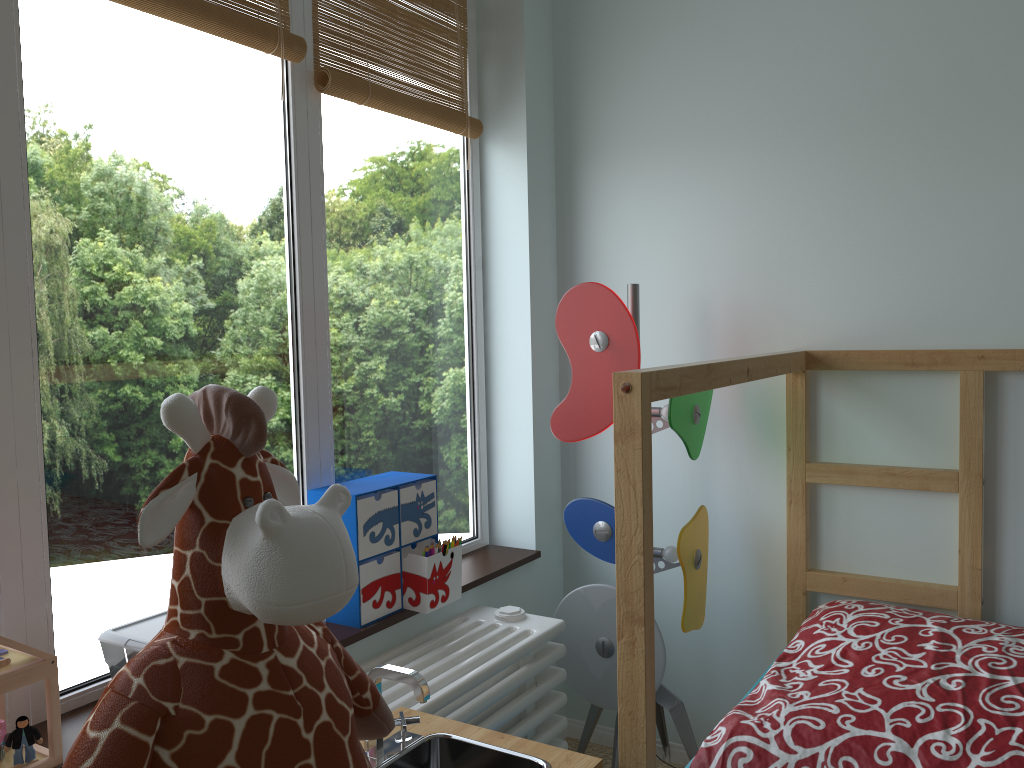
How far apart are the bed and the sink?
0.11m

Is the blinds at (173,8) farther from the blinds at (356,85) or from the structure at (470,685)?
the structure at (470,685)

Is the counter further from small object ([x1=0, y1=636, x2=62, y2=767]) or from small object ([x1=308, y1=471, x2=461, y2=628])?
small object ([x1=0, y1=636, x2=62, y2=767])

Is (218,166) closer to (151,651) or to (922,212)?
(151,651)

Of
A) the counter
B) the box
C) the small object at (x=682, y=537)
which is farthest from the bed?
the box

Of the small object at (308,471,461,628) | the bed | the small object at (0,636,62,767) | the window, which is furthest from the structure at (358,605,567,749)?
the small object at (0,636,62,767)

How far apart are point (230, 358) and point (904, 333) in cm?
130

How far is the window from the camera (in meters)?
1.22

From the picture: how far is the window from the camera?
1.22m

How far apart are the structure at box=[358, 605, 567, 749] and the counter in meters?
0.1 m
